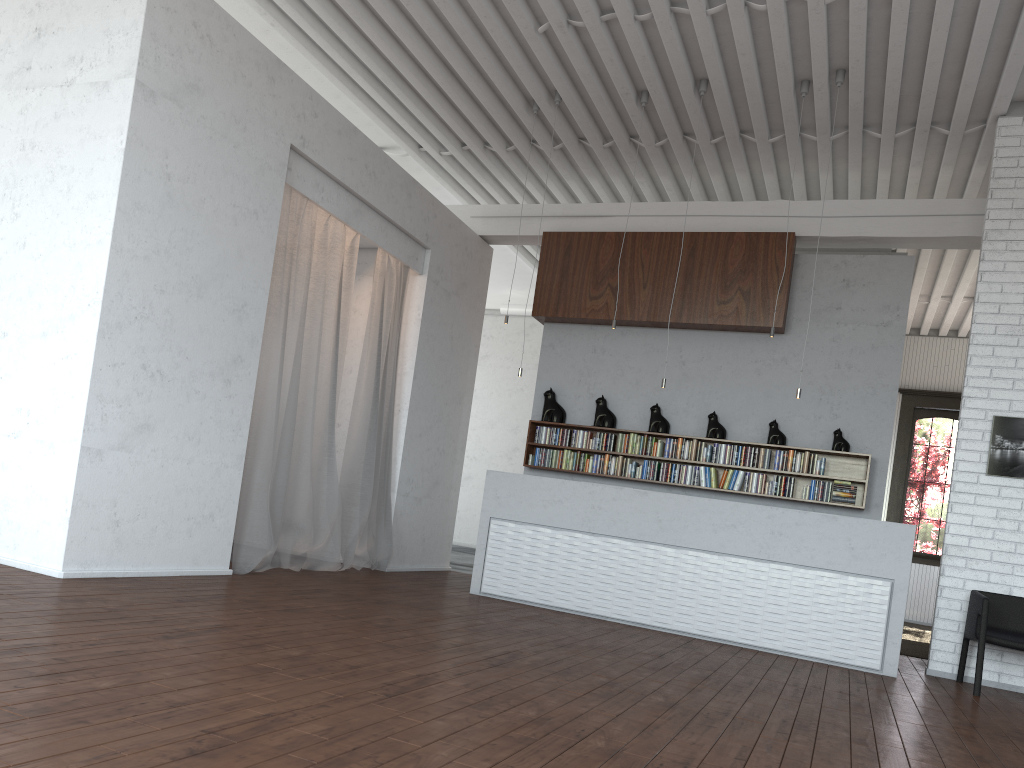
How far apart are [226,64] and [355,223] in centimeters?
203cm
